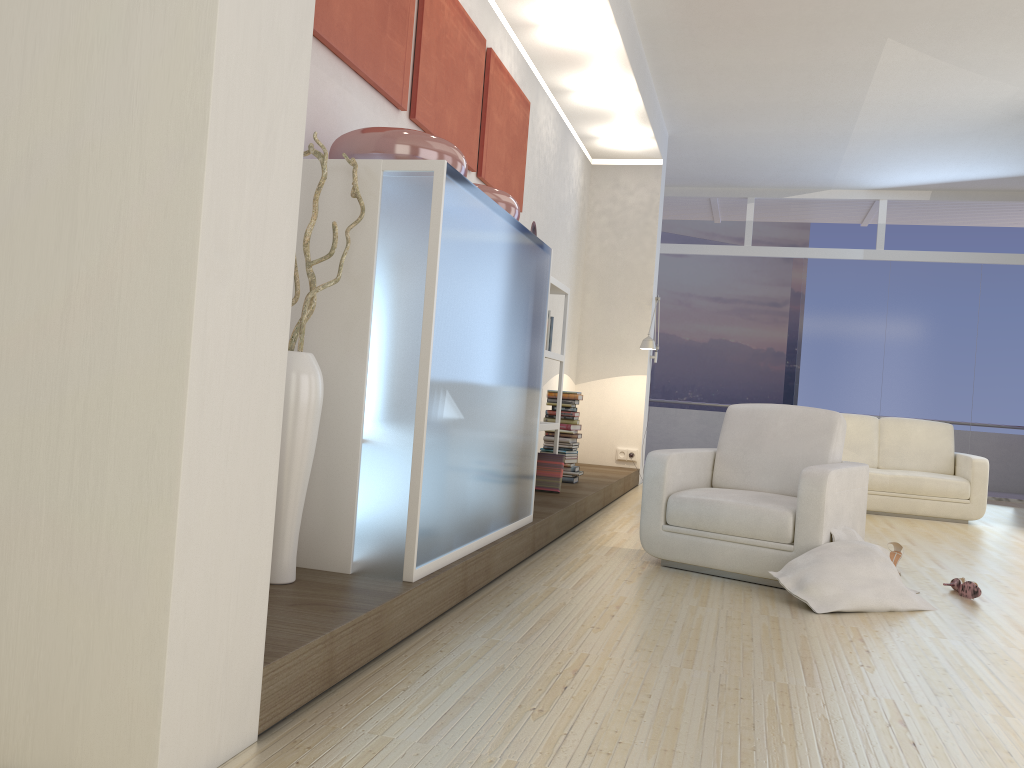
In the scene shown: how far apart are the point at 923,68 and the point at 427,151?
5.4m

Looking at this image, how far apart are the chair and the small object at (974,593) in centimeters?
47cm

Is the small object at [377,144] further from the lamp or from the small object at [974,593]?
the lamp

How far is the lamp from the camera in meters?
8.1

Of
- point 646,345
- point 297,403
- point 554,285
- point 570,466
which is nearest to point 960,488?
point 646,345

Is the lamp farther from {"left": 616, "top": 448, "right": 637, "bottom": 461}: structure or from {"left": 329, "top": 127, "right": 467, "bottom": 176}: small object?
{"left": 329, "top": 127, "right": 467, "bottom": 176}: small object

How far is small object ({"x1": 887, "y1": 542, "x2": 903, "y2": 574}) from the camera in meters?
4.8 m

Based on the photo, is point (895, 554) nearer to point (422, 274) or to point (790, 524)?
point (790, 524)

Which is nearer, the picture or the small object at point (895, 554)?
the picture

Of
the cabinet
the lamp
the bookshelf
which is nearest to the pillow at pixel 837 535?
the cabinet
